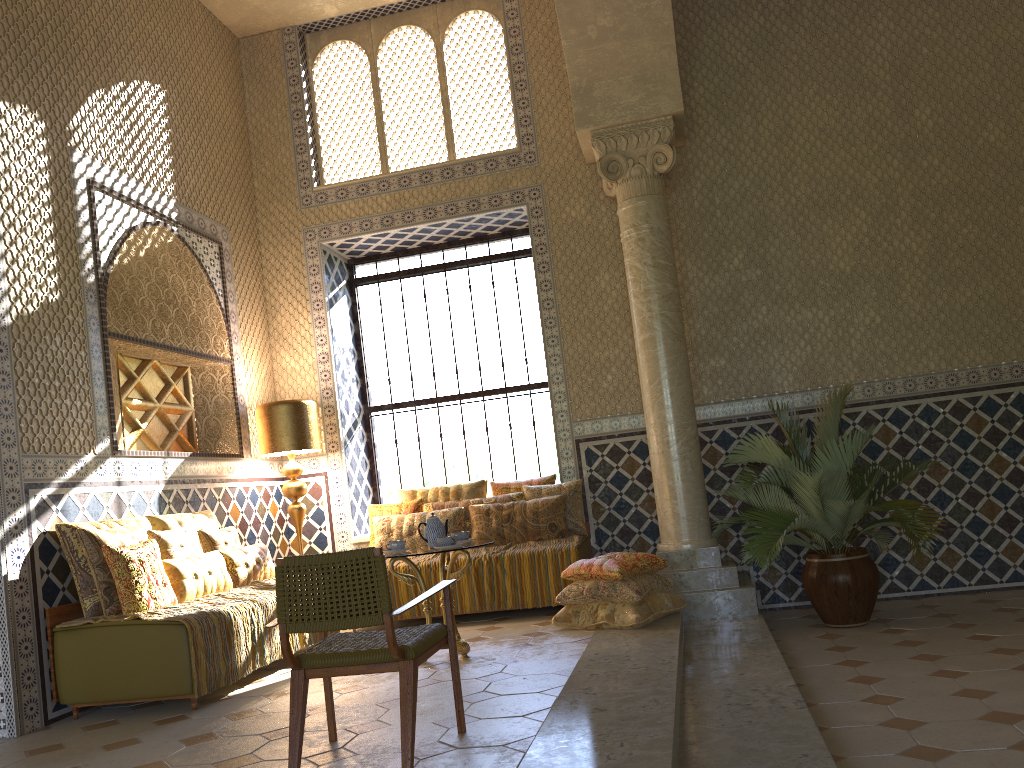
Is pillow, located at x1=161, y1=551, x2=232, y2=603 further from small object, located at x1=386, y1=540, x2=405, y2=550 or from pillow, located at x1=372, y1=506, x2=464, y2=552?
pillow, located at x1=372, y1=506, x2=464, y2=552

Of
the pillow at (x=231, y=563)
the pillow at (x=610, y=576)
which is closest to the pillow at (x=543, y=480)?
the pillow at (x=610, y=576)

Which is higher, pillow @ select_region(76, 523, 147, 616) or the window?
the window

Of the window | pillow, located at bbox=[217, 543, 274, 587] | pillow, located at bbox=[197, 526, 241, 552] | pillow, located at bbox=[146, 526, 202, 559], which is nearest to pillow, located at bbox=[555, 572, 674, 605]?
pillow, located at bbox=[217, 543, 274, 587]

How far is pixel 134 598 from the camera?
7.1 meters

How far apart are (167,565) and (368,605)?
3.83m

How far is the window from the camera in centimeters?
1234cm

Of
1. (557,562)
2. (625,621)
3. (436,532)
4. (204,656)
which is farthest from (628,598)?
(204,656)

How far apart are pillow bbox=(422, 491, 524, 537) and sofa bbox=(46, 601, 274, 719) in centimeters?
420cm

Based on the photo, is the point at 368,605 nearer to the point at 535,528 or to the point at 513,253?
the point at 535,528
